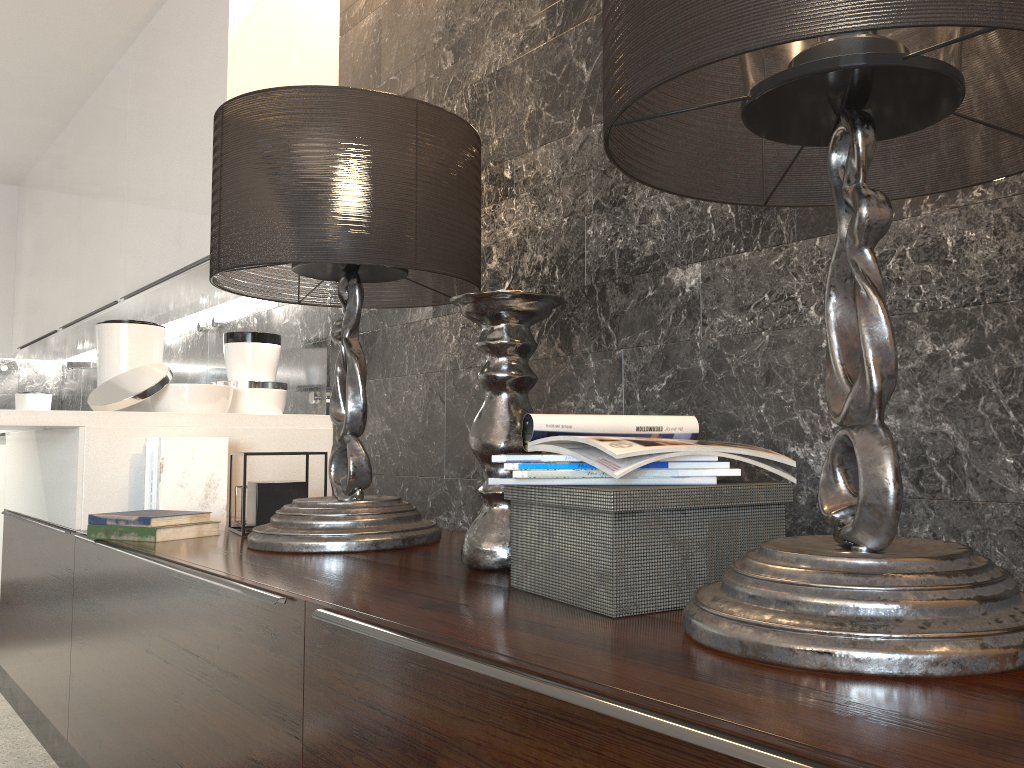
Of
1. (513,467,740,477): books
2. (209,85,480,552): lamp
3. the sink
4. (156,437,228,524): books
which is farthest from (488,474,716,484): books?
the sink

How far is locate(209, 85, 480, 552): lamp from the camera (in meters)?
1.79

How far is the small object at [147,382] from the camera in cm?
263

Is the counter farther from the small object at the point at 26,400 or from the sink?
the small object at the point at 26,400

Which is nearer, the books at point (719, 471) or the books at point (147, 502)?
the books at point (719, 471)

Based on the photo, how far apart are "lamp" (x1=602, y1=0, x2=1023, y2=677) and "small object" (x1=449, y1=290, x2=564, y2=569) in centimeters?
36cm

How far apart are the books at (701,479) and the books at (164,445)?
1.52m

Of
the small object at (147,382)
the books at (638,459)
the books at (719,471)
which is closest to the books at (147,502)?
the small object at (147,382)

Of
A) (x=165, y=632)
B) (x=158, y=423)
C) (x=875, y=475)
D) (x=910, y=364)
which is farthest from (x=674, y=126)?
(x=158, y=423)

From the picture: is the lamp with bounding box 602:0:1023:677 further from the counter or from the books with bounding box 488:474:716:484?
the counter
